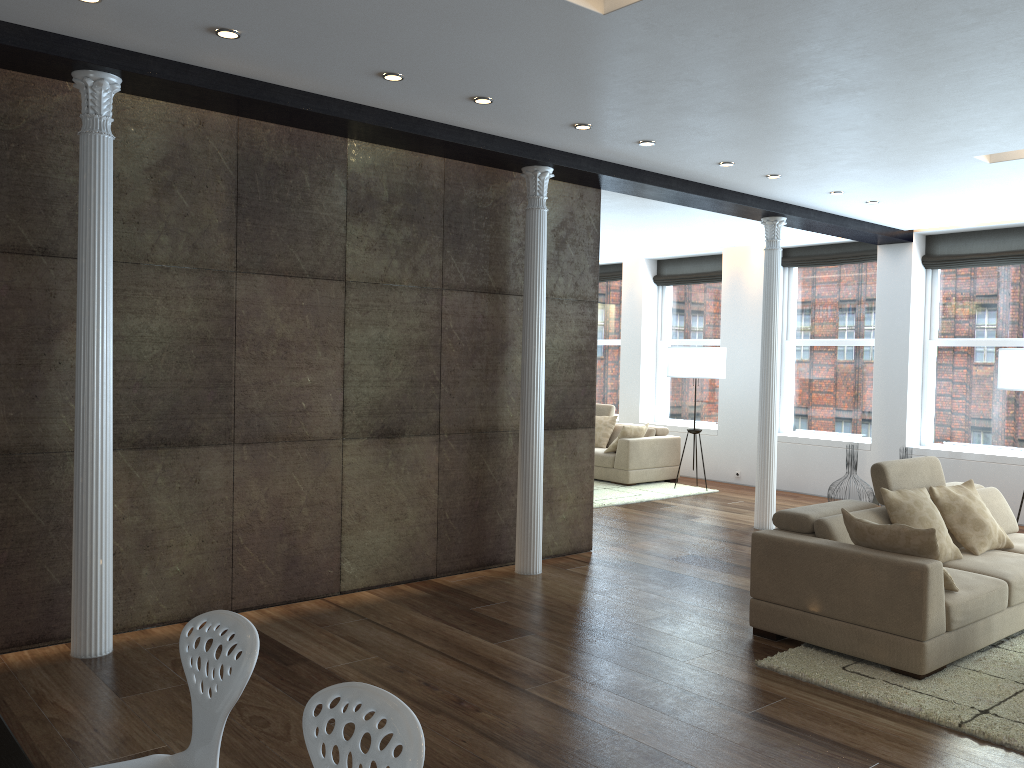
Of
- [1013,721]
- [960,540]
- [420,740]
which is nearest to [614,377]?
[960,540]

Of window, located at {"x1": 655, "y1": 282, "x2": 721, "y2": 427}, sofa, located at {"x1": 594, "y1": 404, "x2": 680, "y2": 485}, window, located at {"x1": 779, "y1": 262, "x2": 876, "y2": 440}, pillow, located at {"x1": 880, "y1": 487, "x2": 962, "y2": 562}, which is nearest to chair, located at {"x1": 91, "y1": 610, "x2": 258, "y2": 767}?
pillow, located at {"x1": 880, "y1": 487, "x2": 962, "y2": 562}

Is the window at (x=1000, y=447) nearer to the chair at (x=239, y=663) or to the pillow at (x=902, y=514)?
the pillow at (x=902, y=514)

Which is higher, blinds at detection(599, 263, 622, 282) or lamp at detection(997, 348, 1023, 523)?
blinds at detection(599, 263, 622, 282)

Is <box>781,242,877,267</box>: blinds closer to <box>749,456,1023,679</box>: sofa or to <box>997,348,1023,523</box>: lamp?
<box>997,348,1023,523</box>: lamp

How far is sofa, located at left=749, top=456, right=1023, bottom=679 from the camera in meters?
4.3 m

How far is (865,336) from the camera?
10.39m

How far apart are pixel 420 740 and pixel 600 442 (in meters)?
10.05

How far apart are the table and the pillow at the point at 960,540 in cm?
530

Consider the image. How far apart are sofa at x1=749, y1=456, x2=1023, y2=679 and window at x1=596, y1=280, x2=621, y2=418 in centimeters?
729cm
